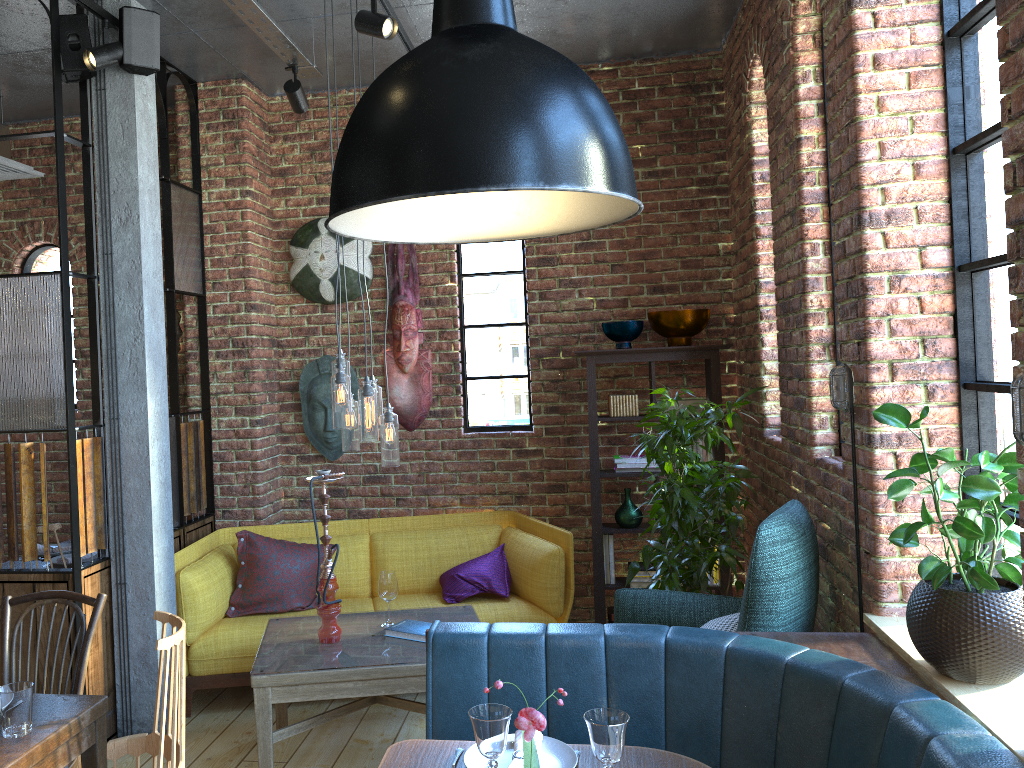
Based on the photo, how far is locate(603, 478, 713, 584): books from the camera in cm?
484

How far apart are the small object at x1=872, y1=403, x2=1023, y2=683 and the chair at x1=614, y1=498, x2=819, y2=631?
0.47m

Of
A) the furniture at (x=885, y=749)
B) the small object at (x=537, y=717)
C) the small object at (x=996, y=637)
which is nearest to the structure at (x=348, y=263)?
the furniture at (x=885, y=749)

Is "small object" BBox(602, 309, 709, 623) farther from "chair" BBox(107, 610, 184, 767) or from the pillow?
"chair" BBox(107, 610, 184, 767)

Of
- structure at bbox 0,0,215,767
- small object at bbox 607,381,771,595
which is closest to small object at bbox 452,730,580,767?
small object at bbox 607,381,771,595

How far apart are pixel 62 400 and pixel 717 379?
3.1 meters

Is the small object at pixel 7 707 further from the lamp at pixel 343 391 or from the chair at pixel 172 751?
the lamp at pixel 343 391

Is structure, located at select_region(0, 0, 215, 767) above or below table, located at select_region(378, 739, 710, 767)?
above

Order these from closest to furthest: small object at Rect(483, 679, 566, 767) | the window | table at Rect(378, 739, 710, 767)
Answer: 1. small object at Rect(483, 679, 566, 767)
2. table at Rect(378, 739, 710, 767)
3. the window

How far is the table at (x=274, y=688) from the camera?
3.26m
